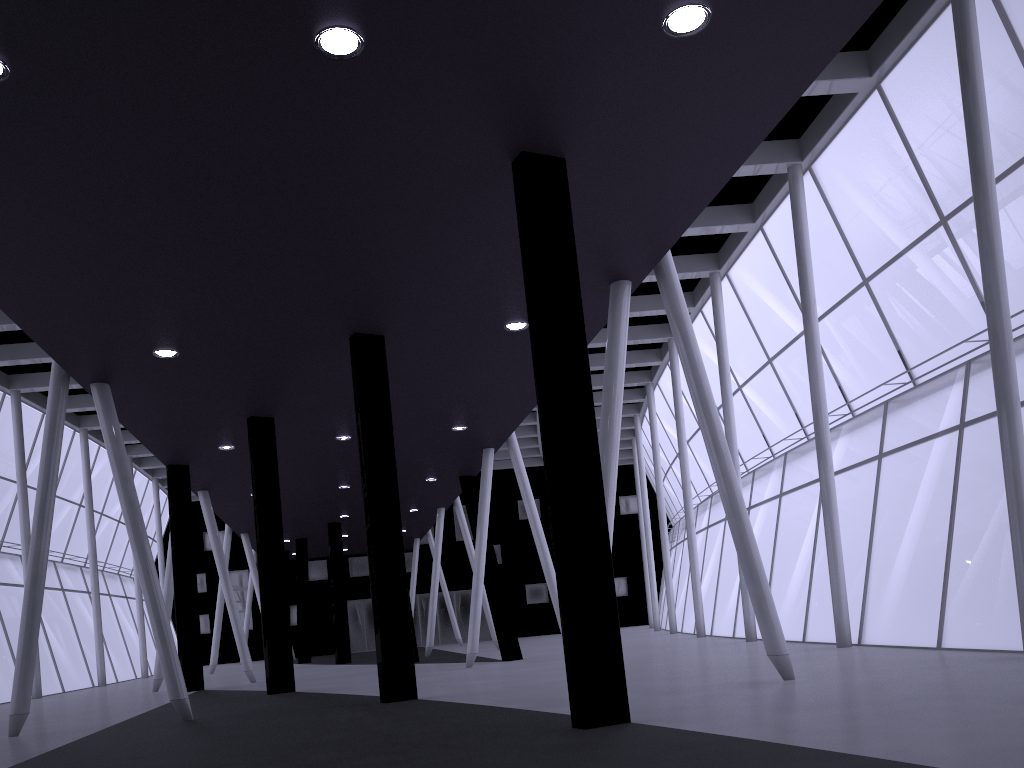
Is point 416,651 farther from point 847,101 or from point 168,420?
point 847,101

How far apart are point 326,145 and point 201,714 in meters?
14.5
